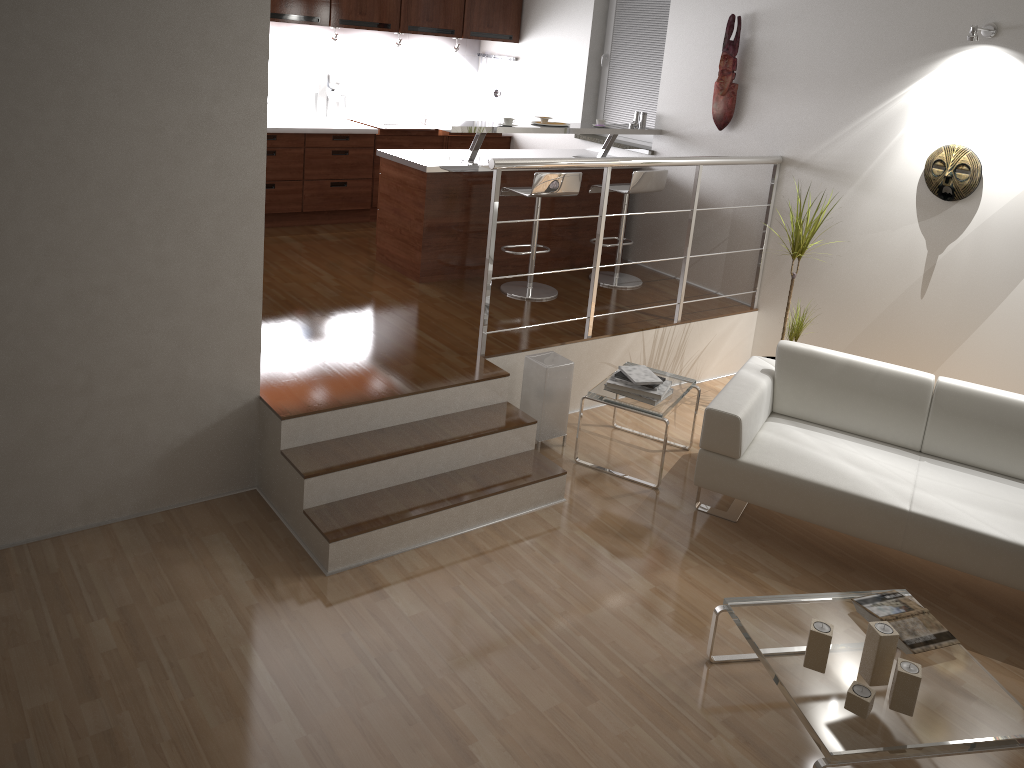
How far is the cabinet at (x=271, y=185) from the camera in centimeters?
669cm

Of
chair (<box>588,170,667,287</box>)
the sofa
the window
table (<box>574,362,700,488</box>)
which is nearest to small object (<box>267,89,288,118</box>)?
the window

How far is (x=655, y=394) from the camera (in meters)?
4.39

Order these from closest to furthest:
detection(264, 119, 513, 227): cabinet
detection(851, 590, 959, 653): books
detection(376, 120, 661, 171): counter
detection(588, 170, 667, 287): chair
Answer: detection(851, 590, 959, 653): books
detection(376, 120, 661, 171): counter
detection(588, 170, 667, 287): chair
detection(264, 119, 513, 227): cabinet

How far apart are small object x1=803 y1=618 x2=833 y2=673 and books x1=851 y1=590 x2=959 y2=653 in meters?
0.3

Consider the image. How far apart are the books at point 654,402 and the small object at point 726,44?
2.4 meters

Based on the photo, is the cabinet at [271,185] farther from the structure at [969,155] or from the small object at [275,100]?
the structure at [969,155]

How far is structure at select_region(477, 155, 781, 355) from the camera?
4.32m

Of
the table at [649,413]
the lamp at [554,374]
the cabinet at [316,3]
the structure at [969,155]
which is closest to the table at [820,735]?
the table at [649,413]

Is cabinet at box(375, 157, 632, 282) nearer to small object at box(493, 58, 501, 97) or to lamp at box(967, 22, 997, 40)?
small object at box(493, 58, 501, 97)
